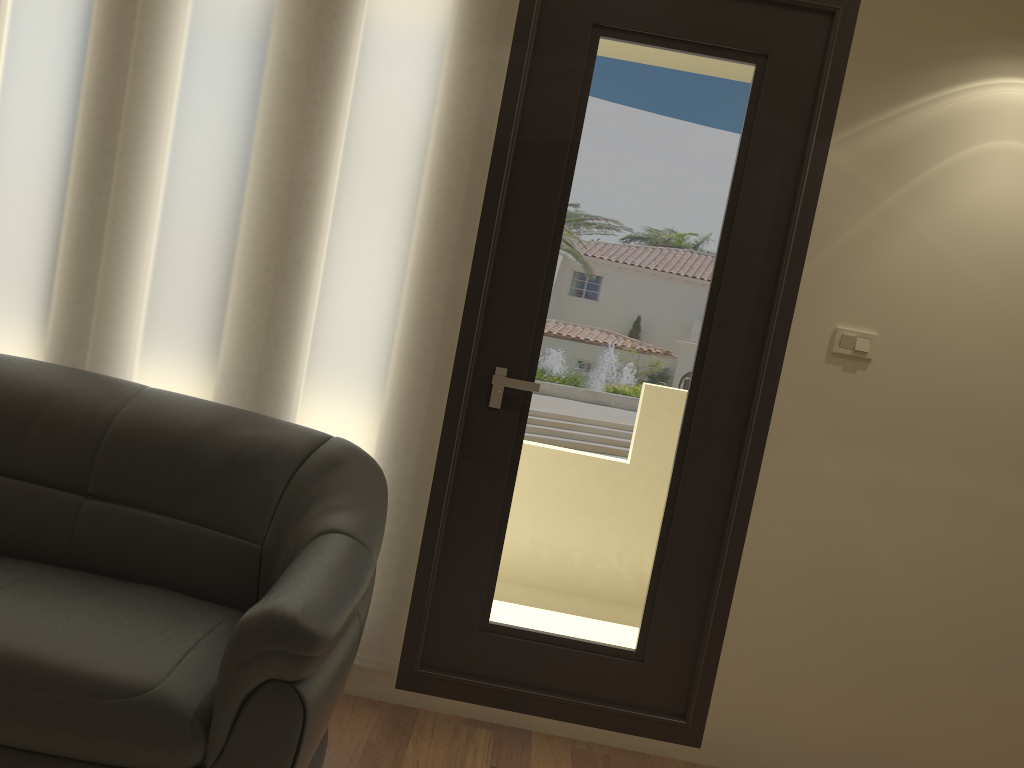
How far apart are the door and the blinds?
0.03m

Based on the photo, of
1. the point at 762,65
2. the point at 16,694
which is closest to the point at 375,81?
the point at 762,65

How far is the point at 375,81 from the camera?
2.7 meters

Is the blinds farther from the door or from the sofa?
the sofa

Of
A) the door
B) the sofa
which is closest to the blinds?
the door

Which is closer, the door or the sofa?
the sofa

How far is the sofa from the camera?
1.82m

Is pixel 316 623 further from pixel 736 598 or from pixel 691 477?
pixel 736 598

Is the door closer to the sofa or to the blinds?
the blinds

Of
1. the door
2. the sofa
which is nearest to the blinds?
the door
